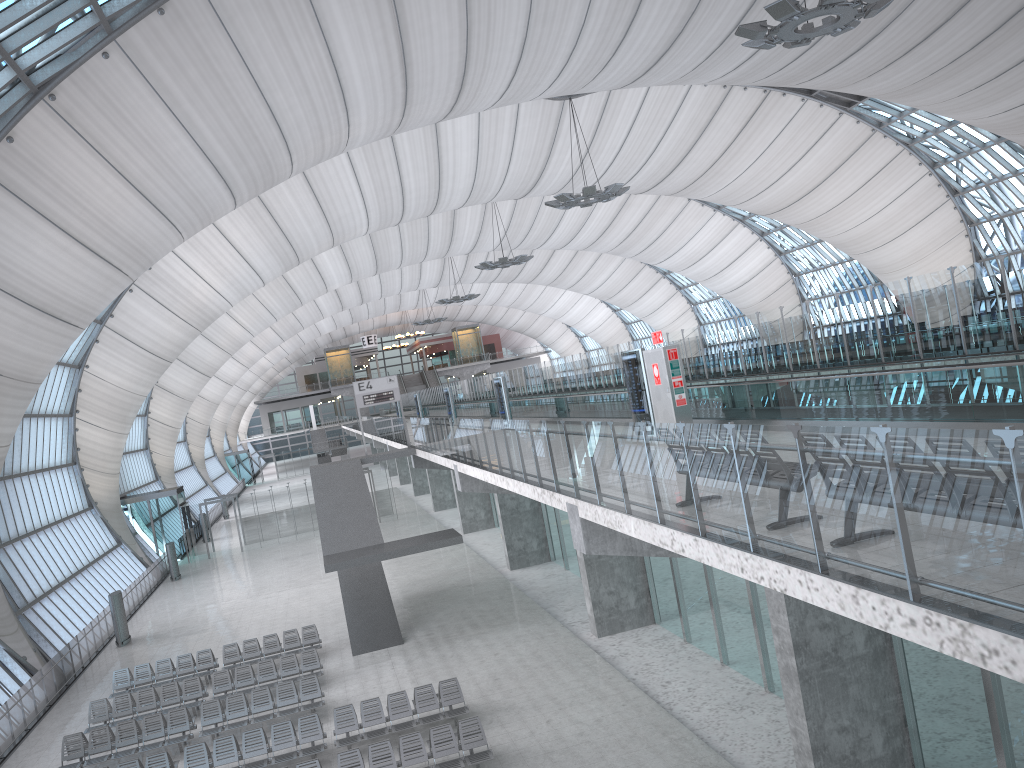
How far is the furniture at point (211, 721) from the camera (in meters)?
19.40

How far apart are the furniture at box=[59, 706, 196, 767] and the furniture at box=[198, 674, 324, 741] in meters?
0.3 m

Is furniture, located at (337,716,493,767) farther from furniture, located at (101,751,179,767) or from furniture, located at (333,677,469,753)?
furniture, located at (101,751,179,767)

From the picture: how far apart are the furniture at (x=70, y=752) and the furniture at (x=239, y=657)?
4.1 meters

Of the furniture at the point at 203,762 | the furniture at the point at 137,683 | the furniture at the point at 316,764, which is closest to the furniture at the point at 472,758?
the furniture at the point at 316,764

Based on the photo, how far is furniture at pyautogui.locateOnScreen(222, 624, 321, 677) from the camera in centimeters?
2432cm

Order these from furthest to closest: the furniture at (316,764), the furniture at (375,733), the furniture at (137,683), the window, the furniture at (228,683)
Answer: the furniture at (137,683) → the furniture at (228,683) → the window → the furniture at (375,733) → the furniture at (316,764)

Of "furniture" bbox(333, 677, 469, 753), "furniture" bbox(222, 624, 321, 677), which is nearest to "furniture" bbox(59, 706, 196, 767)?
"furniture" bbox(333, 677, 469, 753)

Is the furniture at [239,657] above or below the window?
below

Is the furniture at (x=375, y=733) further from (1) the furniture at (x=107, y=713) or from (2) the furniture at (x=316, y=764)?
(1) the furniture at (x=107, y=713)
